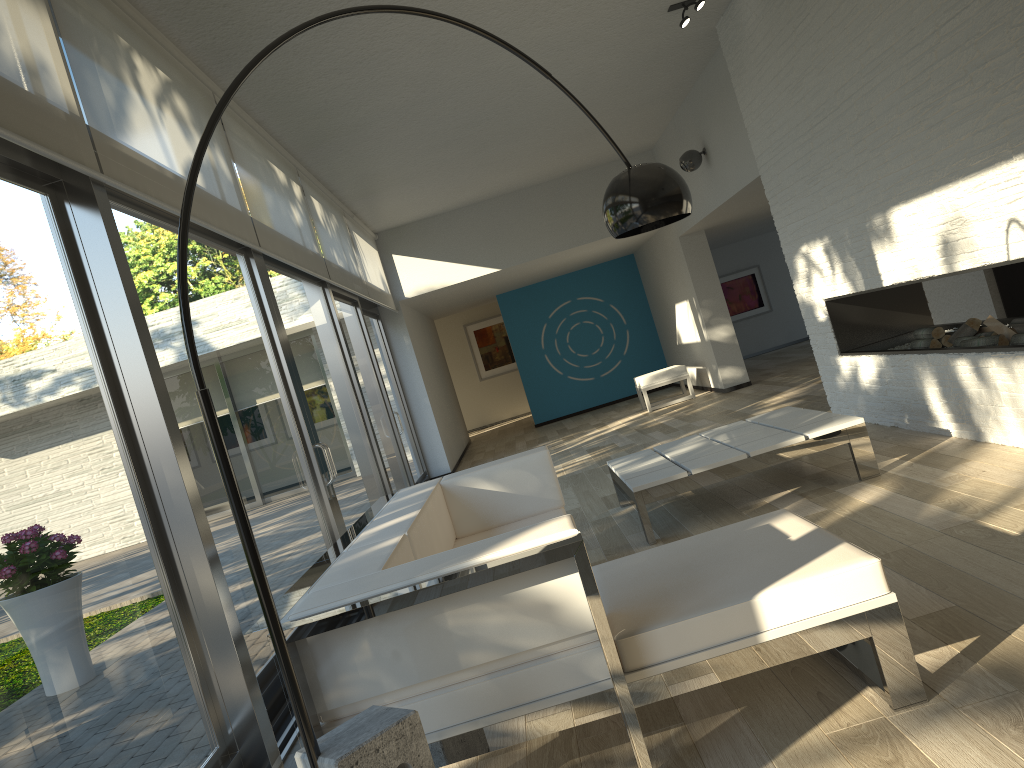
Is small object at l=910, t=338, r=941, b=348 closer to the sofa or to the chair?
the sofa

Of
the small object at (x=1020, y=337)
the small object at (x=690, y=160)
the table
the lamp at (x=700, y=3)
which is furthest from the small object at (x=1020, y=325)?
the small object at (x=690, y=160)

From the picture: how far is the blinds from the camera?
2.7m

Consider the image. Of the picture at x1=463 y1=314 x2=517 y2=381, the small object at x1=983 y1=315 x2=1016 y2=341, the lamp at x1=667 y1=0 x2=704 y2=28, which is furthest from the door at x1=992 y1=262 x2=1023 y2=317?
the picture at x1=463 y1=314 x2=517 y2=381

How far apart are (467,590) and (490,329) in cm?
1581

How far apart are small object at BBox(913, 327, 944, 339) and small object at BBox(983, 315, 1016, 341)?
0.5 meters

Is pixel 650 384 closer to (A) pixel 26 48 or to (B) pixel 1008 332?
(B) pixel 1008 332

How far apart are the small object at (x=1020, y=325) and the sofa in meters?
2.3 m

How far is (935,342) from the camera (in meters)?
5.28

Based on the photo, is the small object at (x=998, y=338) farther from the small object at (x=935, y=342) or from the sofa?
the sofa
